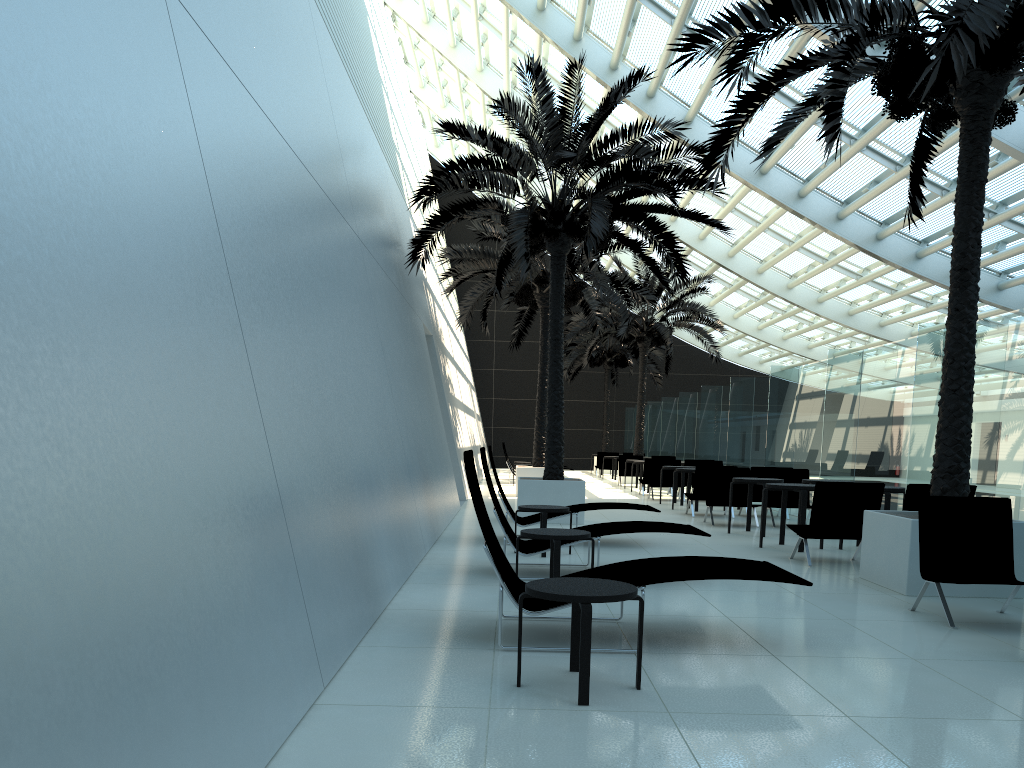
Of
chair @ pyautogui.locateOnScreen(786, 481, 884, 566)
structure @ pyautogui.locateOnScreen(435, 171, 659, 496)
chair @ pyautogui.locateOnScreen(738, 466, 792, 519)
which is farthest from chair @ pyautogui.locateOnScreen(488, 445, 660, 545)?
structure @ pyautogui.locateOnScreen(435, 171, 659, 496)

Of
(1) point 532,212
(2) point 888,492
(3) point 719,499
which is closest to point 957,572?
(2) point 888,492

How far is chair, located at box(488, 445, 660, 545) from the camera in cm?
1009

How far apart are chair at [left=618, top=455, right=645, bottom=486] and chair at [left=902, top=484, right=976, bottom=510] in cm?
1620

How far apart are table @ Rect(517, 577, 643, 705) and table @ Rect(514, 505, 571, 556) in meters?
4.6

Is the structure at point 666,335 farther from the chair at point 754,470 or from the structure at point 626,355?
the chair at point 754,470

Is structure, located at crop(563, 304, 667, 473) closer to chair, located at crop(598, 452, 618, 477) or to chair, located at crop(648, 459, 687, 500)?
chair, located at crop(598, 452, 618, 477)

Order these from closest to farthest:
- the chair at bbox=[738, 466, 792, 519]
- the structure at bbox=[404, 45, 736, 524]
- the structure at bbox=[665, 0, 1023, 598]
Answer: the structure at bbox=[665, 0, 1023, 598], the structure at bbox=[404, 45, 736, 524], the chair at bbox=[738, 466, 792, 519]

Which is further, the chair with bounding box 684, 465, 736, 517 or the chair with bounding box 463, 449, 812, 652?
the chair with bounding box 684, 465, 736, 517

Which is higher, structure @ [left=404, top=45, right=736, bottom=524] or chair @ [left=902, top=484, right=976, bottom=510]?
structure @ [left=404, top=45, right=736, bottom=524]
